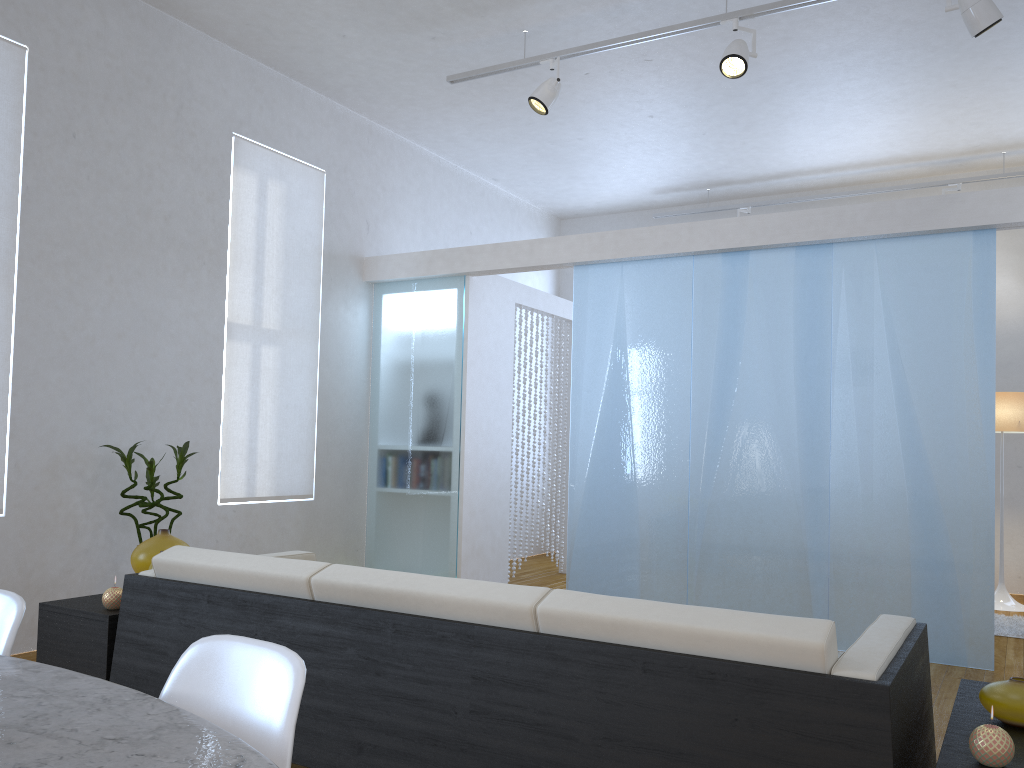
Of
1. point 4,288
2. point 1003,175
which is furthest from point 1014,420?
point 4,288

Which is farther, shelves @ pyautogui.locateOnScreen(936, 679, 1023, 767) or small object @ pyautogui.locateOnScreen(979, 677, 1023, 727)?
small object @ pyautogui.locateOnScreen(979, 677, 1023, 727)

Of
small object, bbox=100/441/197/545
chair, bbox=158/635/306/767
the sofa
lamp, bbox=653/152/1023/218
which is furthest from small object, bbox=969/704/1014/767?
lamp, bbox=653/152/1023/218

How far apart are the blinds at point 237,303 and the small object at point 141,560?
1.97m

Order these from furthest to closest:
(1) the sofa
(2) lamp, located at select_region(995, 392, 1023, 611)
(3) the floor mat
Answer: (2) lamp, located at select_region(995, 392, 1023, 611) < (3) the floor mat < (1) the sofa

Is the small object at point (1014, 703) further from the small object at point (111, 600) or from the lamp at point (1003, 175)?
the lamp at point (1003, 175)

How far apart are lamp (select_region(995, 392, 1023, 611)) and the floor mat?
0.4 meters

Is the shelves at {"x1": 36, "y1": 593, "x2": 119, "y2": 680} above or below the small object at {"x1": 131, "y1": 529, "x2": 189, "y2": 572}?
below

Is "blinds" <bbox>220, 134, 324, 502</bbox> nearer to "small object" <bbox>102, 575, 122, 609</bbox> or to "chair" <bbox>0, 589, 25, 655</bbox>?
"small object" <bbox>102, 575, 122, 609</bbox>

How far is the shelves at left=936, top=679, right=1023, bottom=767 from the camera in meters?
1.6
